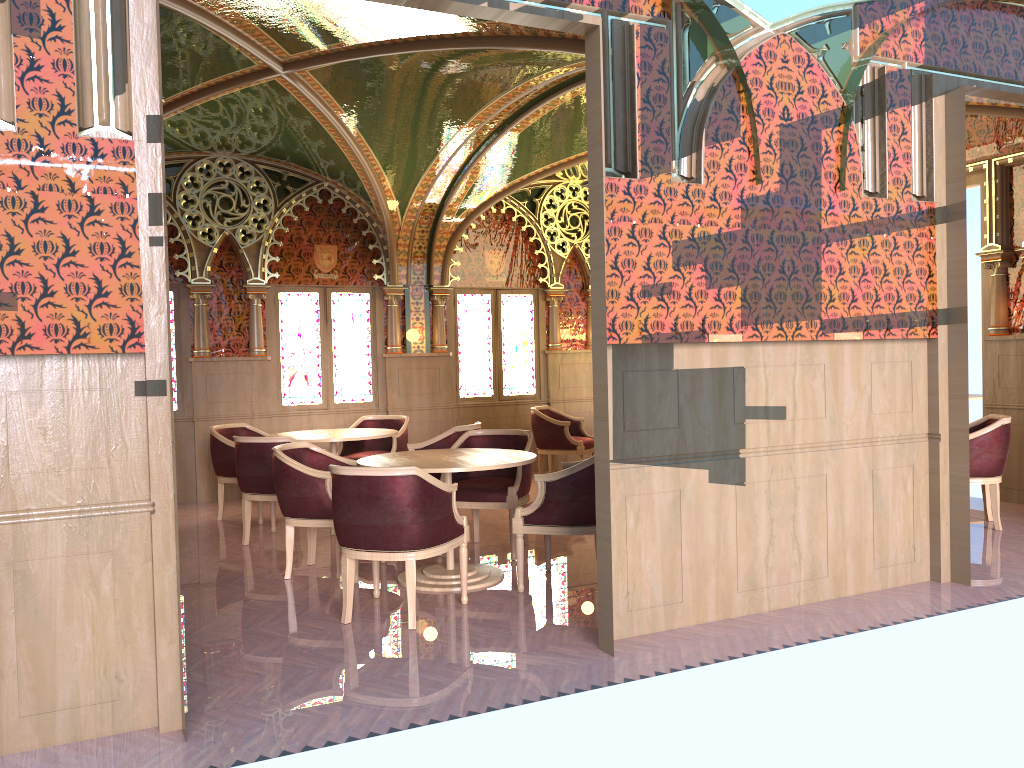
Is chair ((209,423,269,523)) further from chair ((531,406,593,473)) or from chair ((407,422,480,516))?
chair ((531,406,593,473))

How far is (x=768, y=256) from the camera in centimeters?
465cm

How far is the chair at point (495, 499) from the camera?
6.1m

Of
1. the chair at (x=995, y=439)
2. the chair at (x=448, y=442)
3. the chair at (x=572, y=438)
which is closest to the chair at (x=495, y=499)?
the chair at (x=448, y=442)

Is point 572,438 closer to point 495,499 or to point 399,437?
point 399,437

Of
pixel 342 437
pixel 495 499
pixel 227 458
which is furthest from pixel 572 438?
pixel 227 458

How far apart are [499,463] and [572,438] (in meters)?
4.22

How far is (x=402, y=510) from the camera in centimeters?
454cm

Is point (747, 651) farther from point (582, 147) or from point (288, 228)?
point (288, 228)

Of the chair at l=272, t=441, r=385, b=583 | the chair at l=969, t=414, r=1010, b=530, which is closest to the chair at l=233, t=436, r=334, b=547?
the chair at l=272, t=441, r=385, b=583
